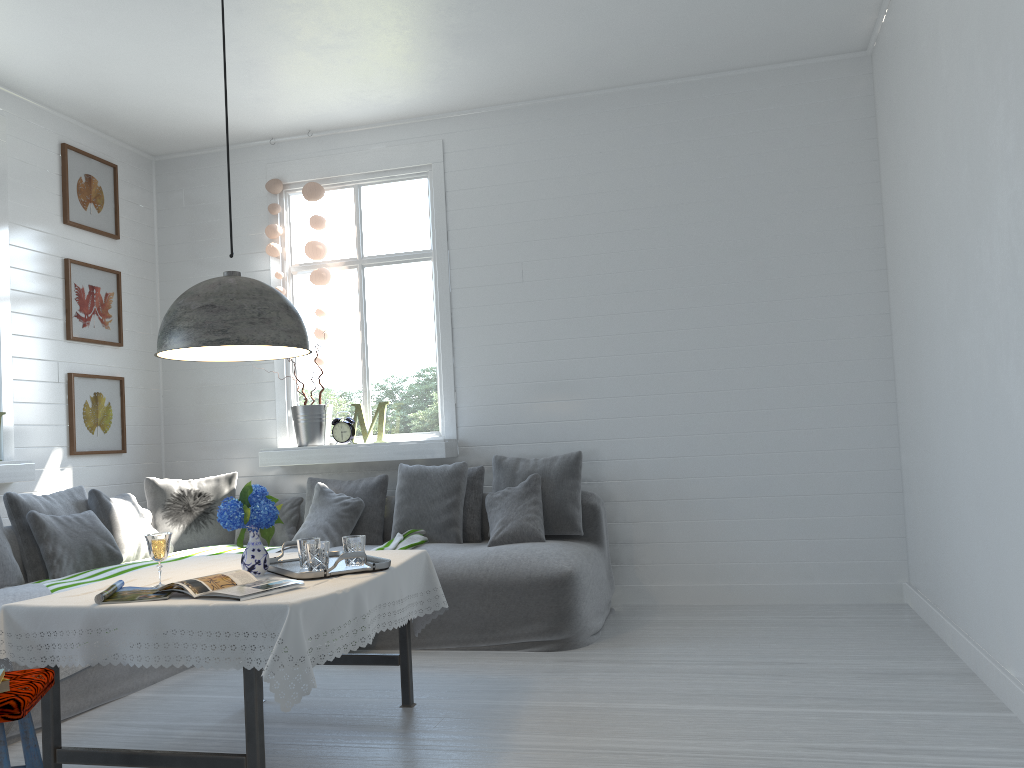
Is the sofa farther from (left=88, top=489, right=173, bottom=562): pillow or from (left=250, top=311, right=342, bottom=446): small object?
(left=250, top=311, right=342, bottom=446): small object

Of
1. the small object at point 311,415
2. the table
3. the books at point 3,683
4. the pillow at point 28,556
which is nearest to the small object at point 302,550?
the table

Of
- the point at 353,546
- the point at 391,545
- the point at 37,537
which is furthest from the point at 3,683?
the point at 391,545

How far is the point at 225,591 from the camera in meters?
2.9

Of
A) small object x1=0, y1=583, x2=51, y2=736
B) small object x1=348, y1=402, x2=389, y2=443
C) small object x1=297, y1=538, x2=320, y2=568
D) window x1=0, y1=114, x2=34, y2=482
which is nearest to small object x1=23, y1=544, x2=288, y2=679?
small object x1=0, y1=583, x2=51, y2=736

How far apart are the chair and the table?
0.1 meters

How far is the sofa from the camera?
4.5 meters

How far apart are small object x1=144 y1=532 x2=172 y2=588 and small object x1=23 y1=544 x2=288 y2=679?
1.4 meters

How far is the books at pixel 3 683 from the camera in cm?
246

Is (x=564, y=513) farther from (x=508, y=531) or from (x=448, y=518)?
(x=448, y=518)
